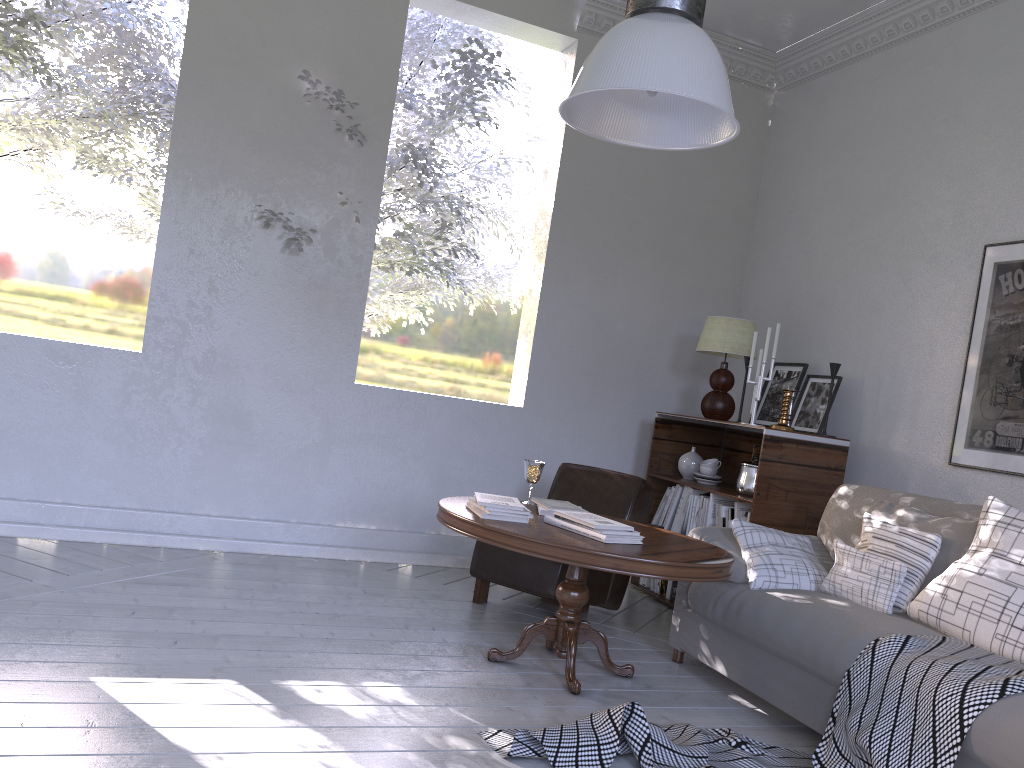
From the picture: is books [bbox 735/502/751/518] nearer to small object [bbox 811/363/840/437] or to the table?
small object [bbox 811/363/840/437]

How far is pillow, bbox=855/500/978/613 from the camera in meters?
2.4

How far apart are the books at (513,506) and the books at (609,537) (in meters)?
0.10

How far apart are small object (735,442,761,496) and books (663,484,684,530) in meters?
0.3

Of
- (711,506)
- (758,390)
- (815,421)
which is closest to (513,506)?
(711,506)

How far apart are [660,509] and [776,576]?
1.29m

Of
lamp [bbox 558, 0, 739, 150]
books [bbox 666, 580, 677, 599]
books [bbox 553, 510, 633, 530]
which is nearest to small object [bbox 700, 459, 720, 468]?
books [bbox 666, 580, 677, 599]

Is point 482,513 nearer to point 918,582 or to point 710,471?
point 918,582

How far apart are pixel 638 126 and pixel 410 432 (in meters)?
2.17

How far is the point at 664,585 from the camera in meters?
3.8
